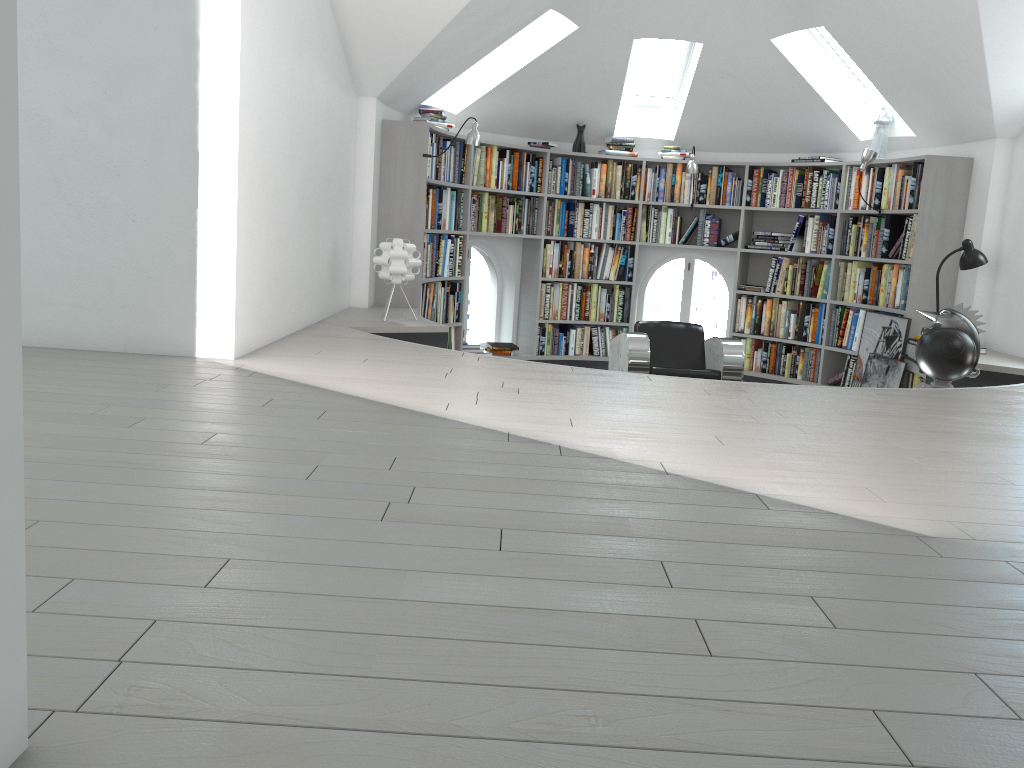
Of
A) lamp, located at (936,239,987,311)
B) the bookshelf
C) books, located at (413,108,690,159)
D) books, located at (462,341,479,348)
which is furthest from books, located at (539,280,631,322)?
lamp, located at (936,239,987,311)

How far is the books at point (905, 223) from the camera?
6.7 meters

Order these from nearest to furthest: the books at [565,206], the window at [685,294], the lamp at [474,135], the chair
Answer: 1. the chair
2. the lamp at [474,135]
3. the books at [565,206]
4. the window at [685,294]

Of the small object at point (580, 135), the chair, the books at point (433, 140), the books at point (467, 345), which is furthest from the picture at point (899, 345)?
the books at point (433, 140)

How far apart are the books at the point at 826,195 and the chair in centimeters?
185cm

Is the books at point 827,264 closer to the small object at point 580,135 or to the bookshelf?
the bookshelf

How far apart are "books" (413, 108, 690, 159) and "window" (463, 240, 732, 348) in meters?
1.0

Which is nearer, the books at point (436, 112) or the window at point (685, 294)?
the books at point (436, 112)

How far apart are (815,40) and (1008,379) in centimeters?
324cm

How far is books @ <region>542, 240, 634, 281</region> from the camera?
8.2 meters
